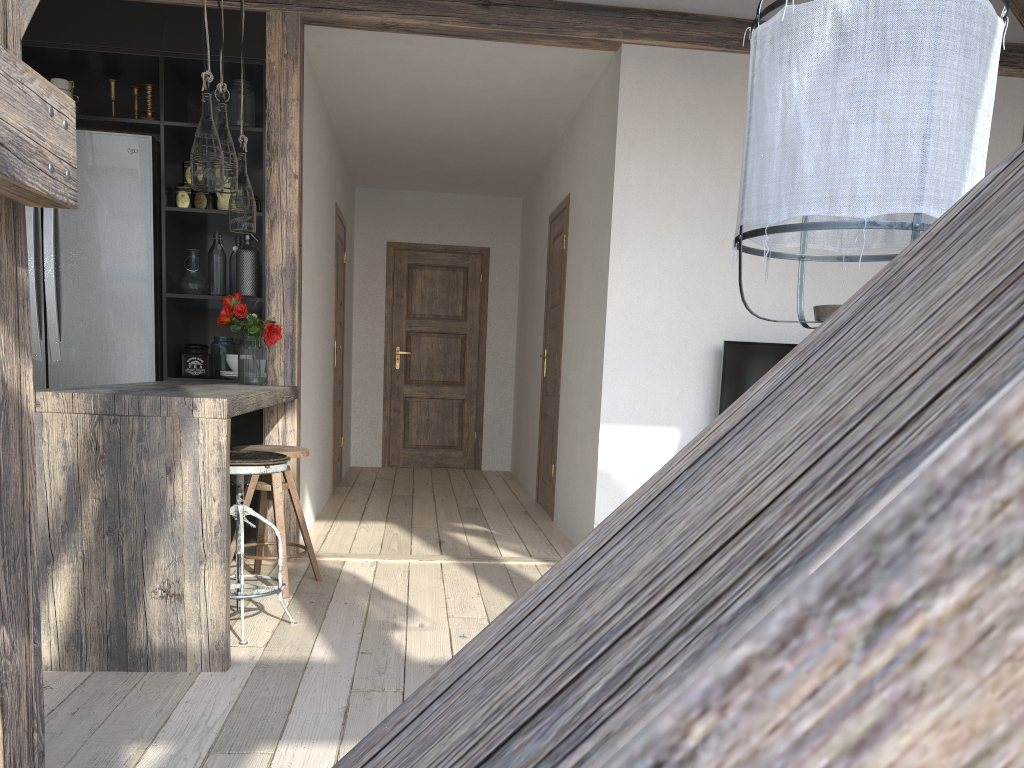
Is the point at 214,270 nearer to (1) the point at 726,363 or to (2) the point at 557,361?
(2) the point at 557,361

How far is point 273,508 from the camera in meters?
3.6

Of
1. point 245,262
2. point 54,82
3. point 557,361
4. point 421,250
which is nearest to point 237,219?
point 245,262

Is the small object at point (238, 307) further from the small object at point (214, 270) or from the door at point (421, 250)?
the door at point (421, 250)

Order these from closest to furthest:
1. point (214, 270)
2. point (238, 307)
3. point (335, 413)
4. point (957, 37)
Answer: point (957, 37), point (238, 307), point (214, 270), point (335, 413)

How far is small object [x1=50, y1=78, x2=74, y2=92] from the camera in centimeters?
405cm

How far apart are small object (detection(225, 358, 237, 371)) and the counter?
0.4 meters

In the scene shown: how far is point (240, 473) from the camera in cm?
295

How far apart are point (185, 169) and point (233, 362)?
0.9m

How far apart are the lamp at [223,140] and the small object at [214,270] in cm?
88
